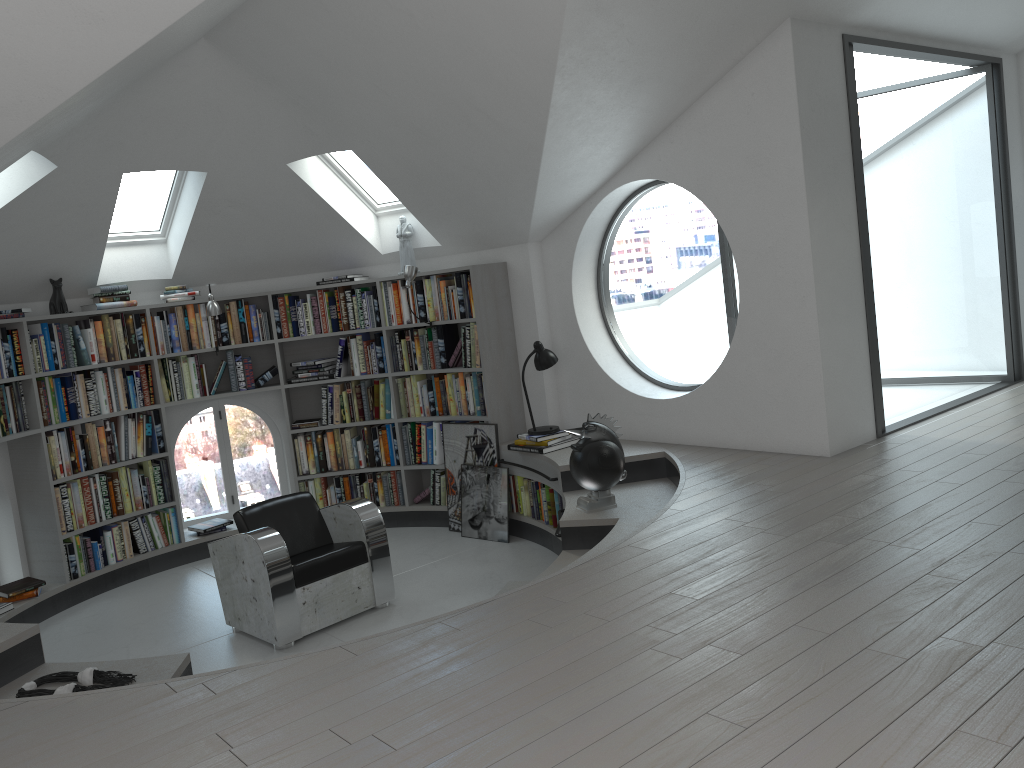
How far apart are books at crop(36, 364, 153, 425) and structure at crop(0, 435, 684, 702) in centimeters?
114cm

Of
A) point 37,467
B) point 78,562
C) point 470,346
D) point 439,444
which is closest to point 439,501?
point 439,444

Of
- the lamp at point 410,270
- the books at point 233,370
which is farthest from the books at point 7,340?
the lamp at point 410,270

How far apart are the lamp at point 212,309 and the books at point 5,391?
0.5m

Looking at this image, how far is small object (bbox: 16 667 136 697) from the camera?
3.4 meters

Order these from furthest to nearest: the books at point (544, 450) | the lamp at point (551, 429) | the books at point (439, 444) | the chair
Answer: the books at point (439, 444) → the lamp at point (551, 429) → the books at point (544, 450) → the chair

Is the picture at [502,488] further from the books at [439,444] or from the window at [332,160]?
the window at [332,160]

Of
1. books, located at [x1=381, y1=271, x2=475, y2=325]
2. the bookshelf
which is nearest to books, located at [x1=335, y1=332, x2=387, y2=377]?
the bookshelf

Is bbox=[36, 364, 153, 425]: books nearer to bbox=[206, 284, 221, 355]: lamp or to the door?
bbox=[206, 284, 221, 355]: lamp

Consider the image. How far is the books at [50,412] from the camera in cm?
632
